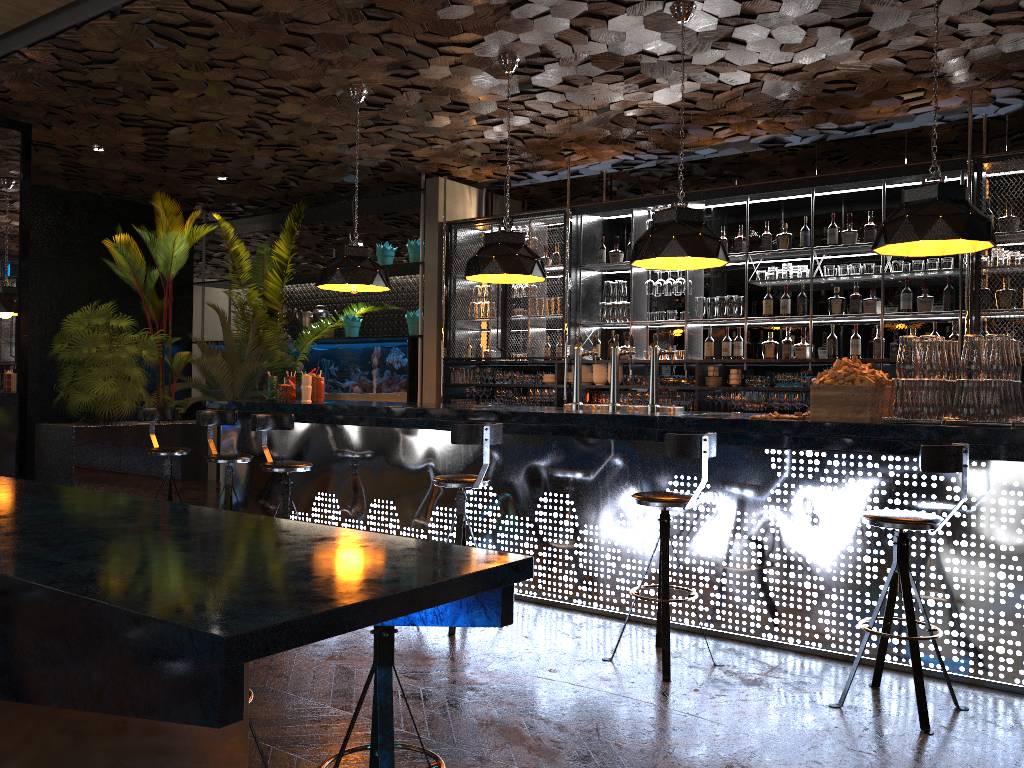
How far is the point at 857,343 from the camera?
7.30m

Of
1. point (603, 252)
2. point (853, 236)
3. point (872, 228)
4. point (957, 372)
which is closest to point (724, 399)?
point (853, 236)

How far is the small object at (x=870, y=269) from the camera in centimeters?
721cm

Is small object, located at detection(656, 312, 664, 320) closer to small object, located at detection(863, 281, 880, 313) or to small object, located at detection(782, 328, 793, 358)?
small object, located at detection(782, 328, 793, 358)

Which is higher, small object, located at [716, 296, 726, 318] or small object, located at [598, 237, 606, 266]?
small object, located at [598, 237, 606, 266]

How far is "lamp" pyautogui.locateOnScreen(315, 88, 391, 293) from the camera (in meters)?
6.76

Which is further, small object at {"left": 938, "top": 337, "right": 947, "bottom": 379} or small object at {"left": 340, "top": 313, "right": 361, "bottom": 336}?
small object at {"left": 340, "top": 313, "right": 361, "bottom": 336}

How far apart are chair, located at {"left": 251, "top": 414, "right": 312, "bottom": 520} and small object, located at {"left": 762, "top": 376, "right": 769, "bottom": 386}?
4.1m

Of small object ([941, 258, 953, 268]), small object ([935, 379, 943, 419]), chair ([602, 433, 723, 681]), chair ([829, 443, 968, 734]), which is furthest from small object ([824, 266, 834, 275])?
chair ([829, 443, 968, 734])

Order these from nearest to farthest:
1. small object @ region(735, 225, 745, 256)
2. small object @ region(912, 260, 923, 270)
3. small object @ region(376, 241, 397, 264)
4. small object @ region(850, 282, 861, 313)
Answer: small object @ region(912, 260, 923, 270), small object @ region(850, 282, 861, 313), small object @ region(735, 225, 745, 256), small object @ region(376, 241, 397, 264)
